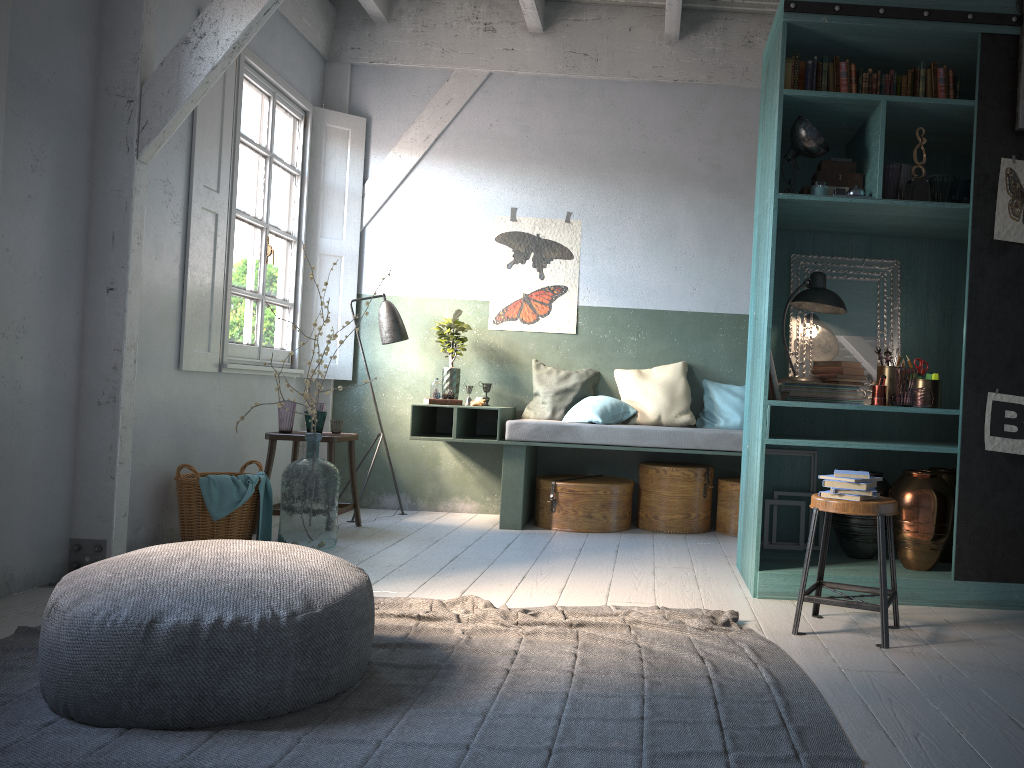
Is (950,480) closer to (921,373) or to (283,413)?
(921,373)

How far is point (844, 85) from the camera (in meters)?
4.77

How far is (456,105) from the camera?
7.7m

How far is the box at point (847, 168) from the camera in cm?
490

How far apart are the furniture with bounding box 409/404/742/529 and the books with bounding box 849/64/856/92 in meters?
2.6

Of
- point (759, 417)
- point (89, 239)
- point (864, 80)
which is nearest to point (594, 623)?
point (759, 417)

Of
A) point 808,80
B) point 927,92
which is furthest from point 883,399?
point 808,80

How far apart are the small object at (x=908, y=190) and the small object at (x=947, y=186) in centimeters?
15cm

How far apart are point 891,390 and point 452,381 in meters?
3.5 m

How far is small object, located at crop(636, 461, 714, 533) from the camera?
6.8 meters
